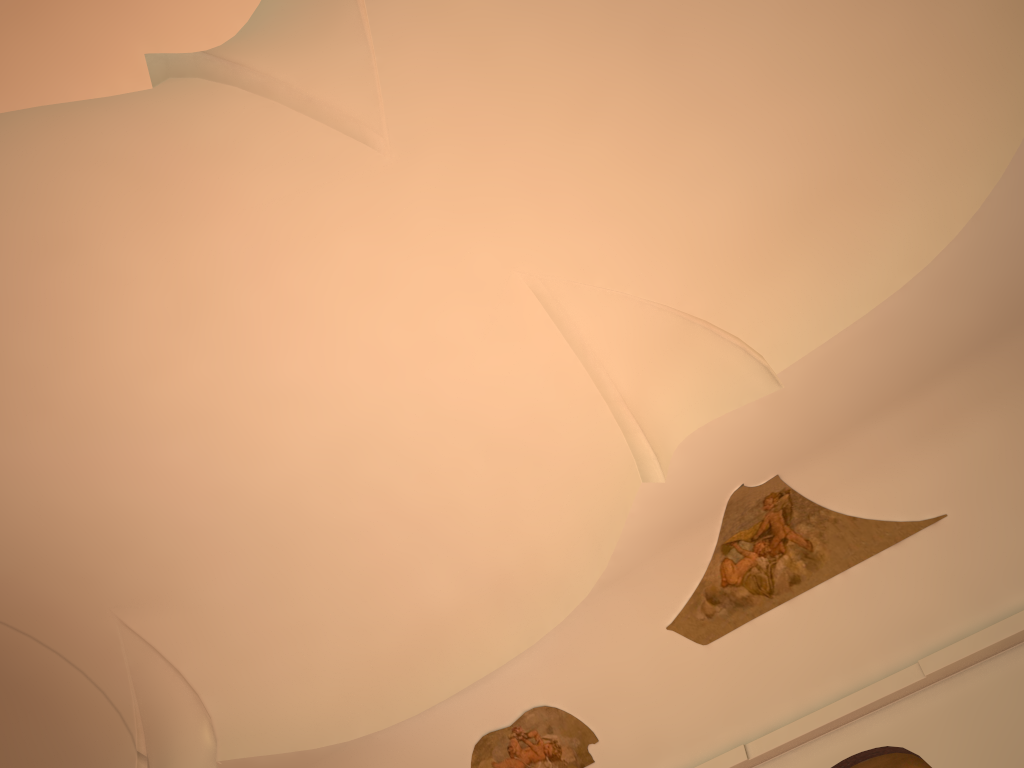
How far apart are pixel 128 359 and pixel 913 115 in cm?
714
